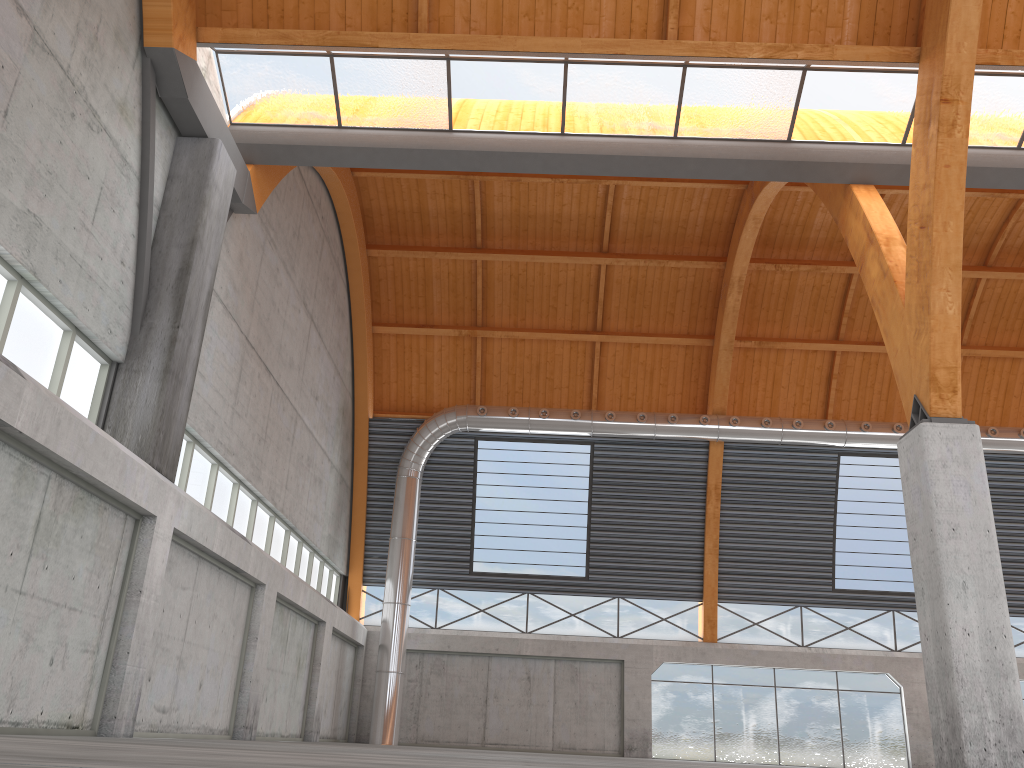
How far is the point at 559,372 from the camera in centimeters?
4247cm

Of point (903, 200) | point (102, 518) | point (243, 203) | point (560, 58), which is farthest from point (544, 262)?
point (102, 518)

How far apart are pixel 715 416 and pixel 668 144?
19.0 meters
